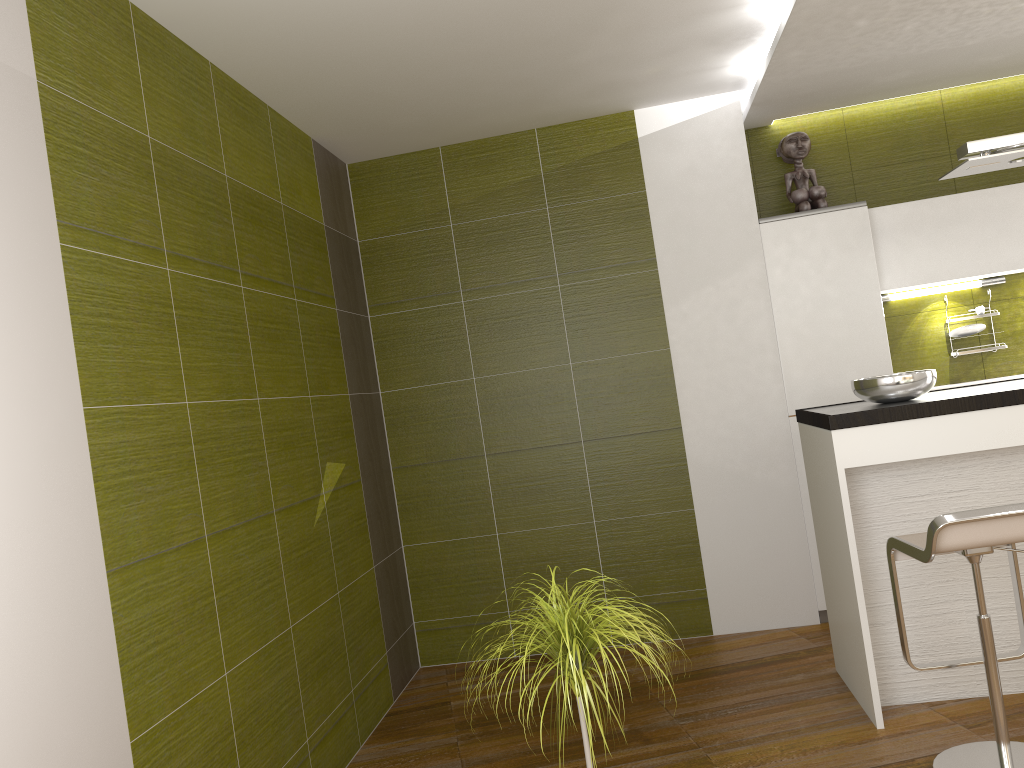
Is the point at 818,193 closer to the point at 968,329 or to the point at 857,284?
the point at 857,284

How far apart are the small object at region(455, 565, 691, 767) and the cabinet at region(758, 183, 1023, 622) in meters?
2.3 m

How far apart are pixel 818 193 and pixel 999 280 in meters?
1.1

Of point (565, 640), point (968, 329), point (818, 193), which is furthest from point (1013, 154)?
point (565, 640)

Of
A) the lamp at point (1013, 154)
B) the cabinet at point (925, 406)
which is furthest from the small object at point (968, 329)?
the lamp at point (1013, 154)

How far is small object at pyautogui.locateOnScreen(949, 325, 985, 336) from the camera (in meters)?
4.70

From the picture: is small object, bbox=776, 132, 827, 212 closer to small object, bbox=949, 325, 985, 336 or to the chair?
small object, bbox=949, 325, 985, 336

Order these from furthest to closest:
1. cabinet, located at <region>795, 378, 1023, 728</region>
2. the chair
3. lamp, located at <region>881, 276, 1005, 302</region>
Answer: lamp, located at <region>881, 276, 1005, 302</region> < cabinet, located at <region>795, 378, 1023, 728</region> < the chair

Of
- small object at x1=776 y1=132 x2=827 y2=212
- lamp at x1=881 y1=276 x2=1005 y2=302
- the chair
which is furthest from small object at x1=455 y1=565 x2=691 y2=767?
lamp at x1=881 y1=276 x2=1005 y2=302

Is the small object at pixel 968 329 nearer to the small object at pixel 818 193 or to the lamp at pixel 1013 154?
the small object at pixel 818 193
